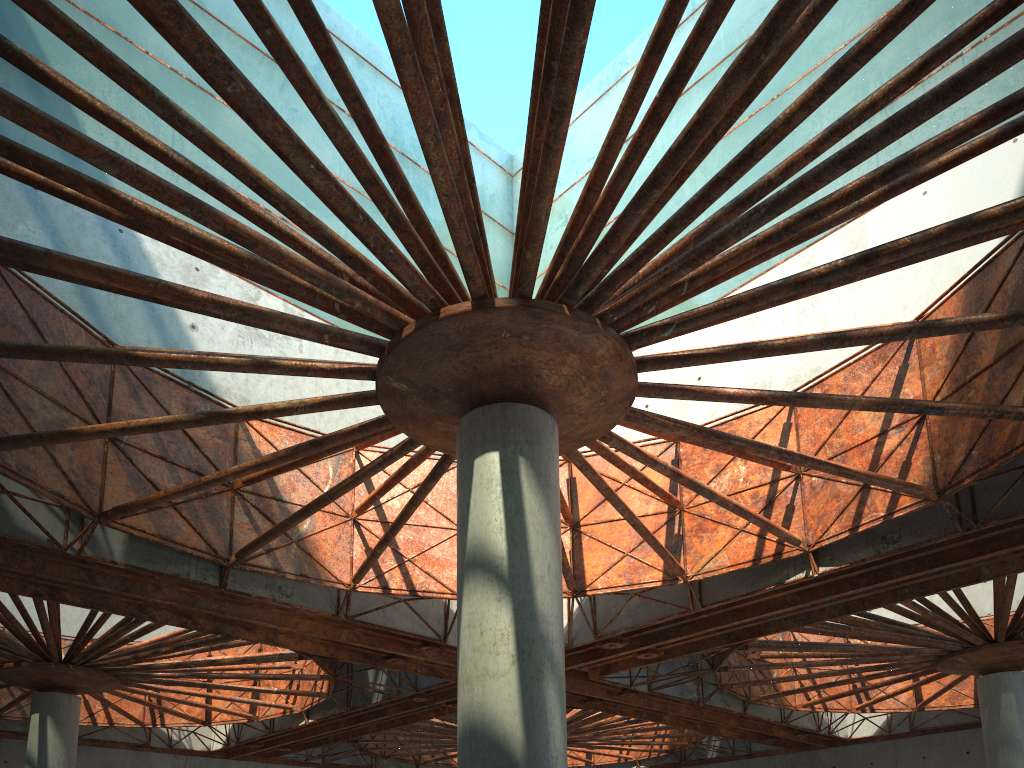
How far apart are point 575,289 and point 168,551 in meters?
15.7
